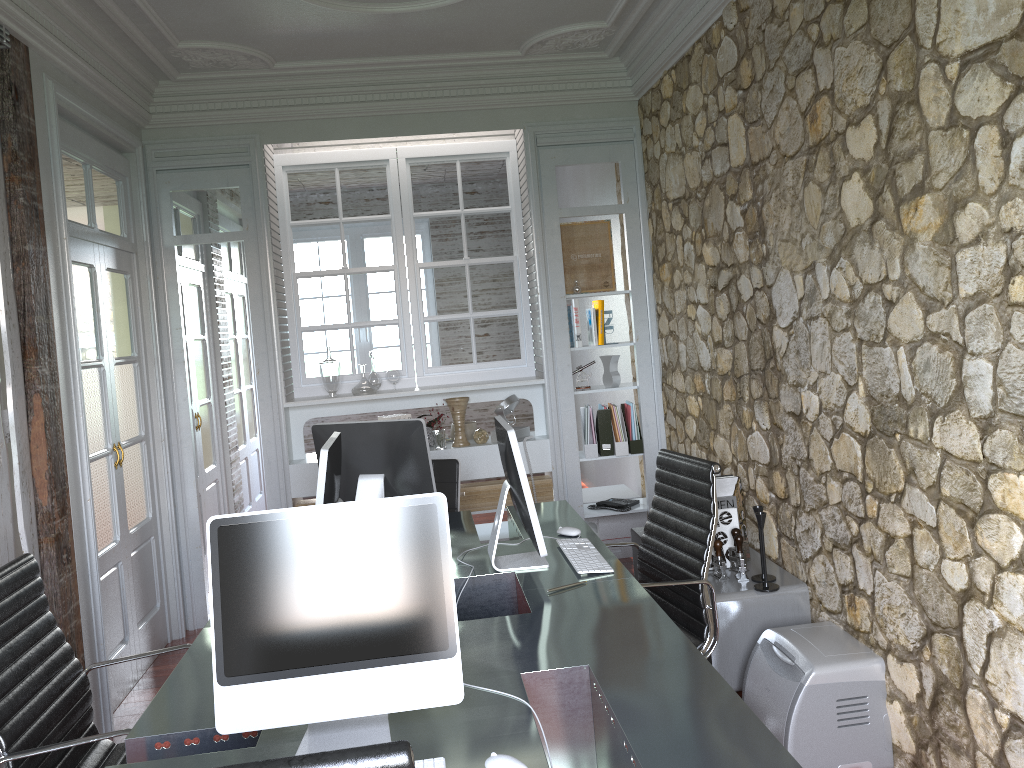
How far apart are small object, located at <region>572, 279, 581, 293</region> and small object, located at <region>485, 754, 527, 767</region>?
3.73m

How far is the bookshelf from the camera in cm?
339

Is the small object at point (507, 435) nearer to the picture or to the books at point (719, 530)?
the books at point (719, 530)

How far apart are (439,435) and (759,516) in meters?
2.2

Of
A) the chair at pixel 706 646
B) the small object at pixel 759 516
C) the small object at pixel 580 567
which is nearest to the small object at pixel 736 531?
the small object at pixel 759 516

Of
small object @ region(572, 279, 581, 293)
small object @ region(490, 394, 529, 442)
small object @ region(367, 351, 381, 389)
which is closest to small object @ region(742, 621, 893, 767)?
small object @ region(490, 394, 529, 442)

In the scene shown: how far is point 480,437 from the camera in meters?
5.2 m

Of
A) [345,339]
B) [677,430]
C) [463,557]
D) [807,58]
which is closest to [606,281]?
[677,430]

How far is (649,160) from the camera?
5.0m

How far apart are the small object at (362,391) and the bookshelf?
1.7 meters
